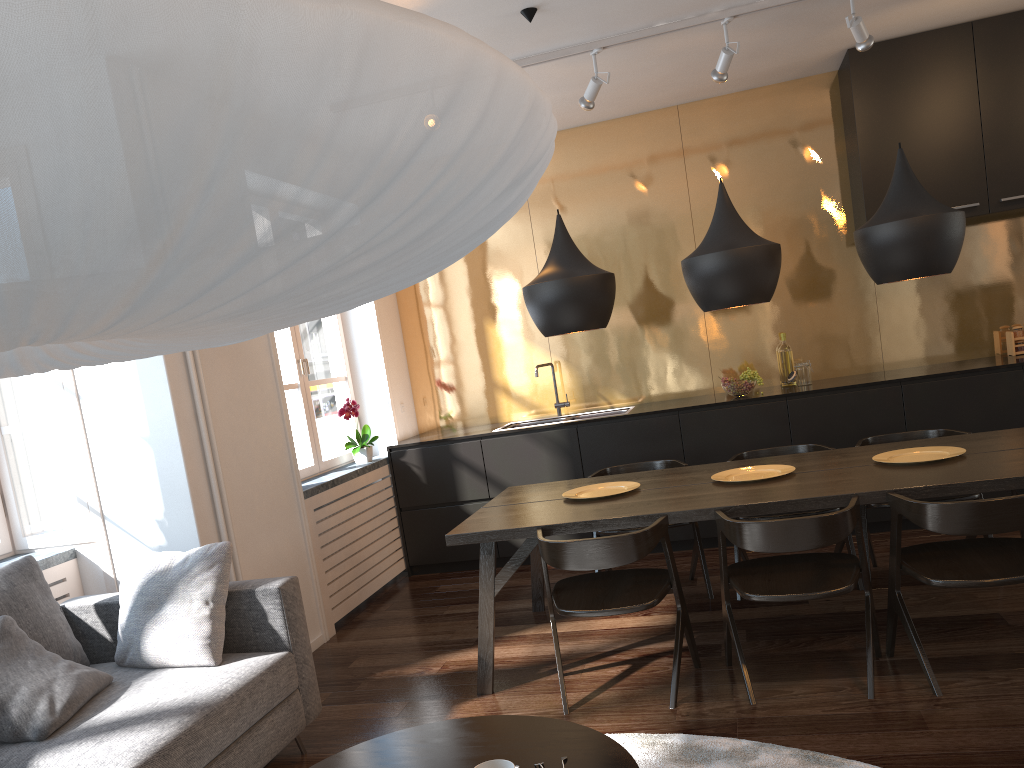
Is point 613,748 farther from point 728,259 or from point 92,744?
point 728,259

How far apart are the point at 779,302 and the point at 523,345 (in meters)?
1.76

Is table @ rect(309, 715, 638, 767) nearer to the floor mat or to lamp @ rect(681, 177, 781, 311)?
the floor mat

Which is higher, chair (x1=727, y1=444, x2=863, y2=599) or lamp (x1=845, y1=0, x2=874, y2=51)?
lamp (x1=845, y1=0, x2=874, y2=51)

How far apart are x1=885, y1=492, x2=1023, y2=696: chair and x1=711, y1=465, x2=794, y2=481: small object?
0.6m

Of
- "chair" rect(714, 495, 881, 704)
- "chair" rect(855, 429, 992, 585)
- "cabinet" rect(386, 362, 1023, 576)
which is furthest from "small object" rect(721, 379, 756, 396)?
"chair" rect(714, 495, 881, 704)

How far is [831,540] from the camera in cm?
296

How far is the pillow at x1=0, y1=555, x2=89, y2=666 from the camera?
3.1m

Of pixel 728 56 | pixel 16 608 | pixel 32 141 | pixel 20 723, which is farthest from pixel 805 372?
pixel 32 141

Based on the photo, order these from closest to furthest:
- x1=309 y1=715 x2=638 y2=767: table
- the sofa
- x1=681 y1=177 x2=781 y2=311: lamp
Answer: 1. x1=309 y1=715 x2=638 y2=767: table
2. the sofa
3. x1=681 y1=177 x2=781 y2=311: lamp
